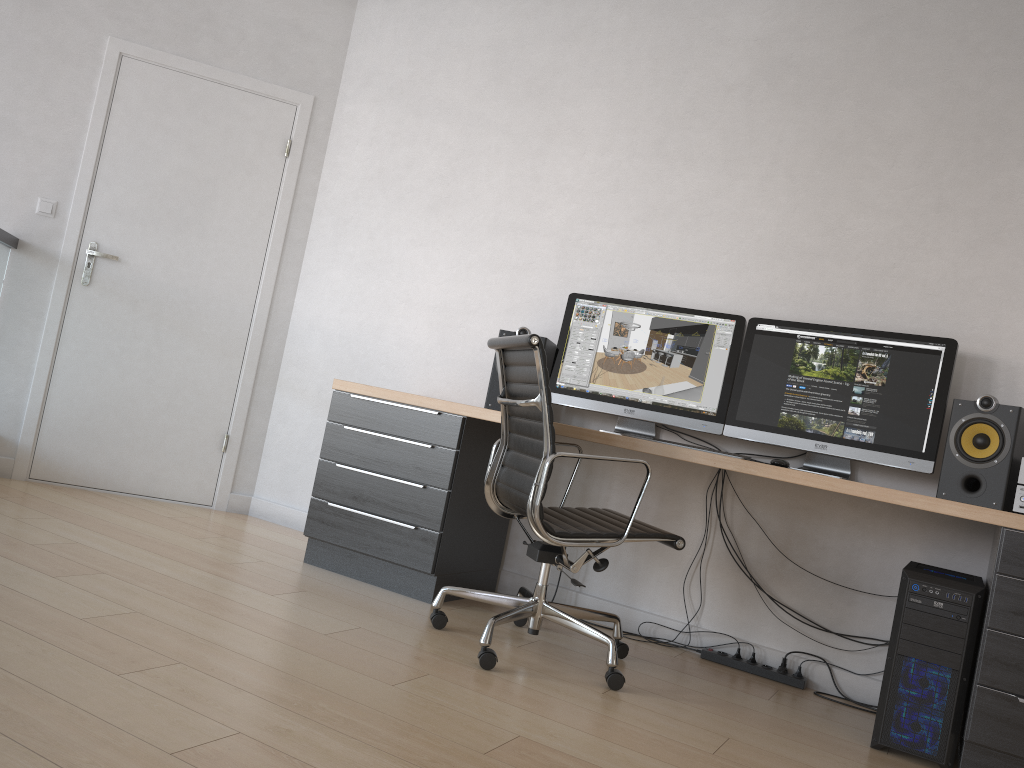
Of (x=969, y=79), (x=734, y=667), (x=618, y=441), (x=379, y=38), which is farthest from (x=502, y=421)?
(x=379, y=38)

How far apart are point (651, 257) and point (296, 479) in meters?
2.0

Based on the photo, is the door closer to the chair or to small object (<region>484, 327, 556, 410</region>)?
small object (<region>484, 327, 556, 410</region>)

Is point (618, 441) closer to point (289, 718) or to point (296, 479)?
point (289, 718)

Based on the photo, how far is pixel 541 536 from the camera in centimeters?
263cm

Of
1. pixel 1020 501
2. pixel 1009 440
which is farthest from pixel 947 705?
pixel 1009 440

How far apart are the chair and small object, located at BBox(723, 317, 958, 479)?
0.5 meters

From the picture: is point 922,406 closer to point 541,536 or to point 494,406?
point 541,536

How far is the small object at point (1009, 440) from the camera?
2.73m

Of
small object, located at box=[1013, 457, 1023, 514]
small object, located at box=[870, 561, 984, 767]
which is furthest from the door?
small object, located at box=[1013, 457, 1023, 514]
